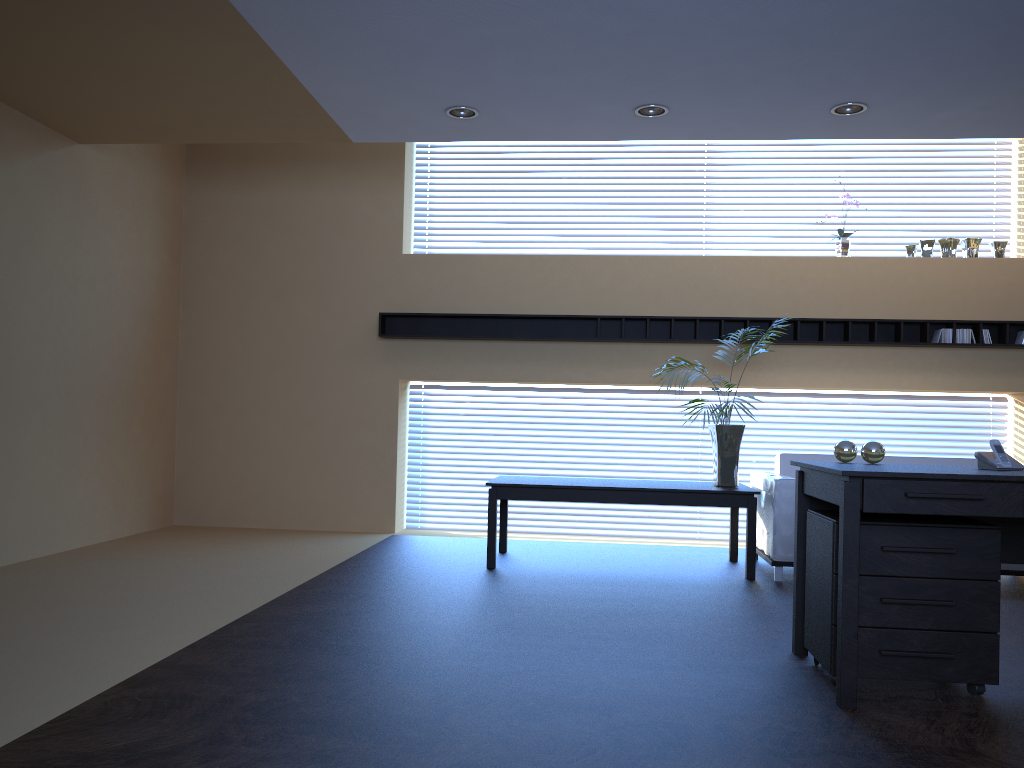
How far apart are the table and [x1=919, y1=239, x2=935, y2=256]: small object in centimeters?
291cm

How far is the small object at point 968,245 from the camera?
7.61m

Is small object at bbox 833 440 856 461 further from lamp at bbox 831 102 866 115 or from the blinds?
the blinds

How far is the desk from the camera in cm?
325

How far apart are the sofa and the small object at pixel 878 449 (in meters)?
2.00

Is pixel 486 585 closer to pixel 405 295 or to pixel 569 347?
pixel 569 347

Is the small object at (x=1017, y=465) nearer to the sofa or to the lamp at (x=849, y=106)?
the sofa

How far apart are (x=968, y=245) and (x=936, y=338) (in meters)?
0.89

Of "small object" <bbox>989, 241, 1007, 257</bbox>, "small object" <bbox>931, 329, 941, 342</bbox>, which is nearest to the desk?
"small object" <bbox>931, 329, 941, 342</bbox>

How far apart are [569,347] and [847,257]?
2.53m
